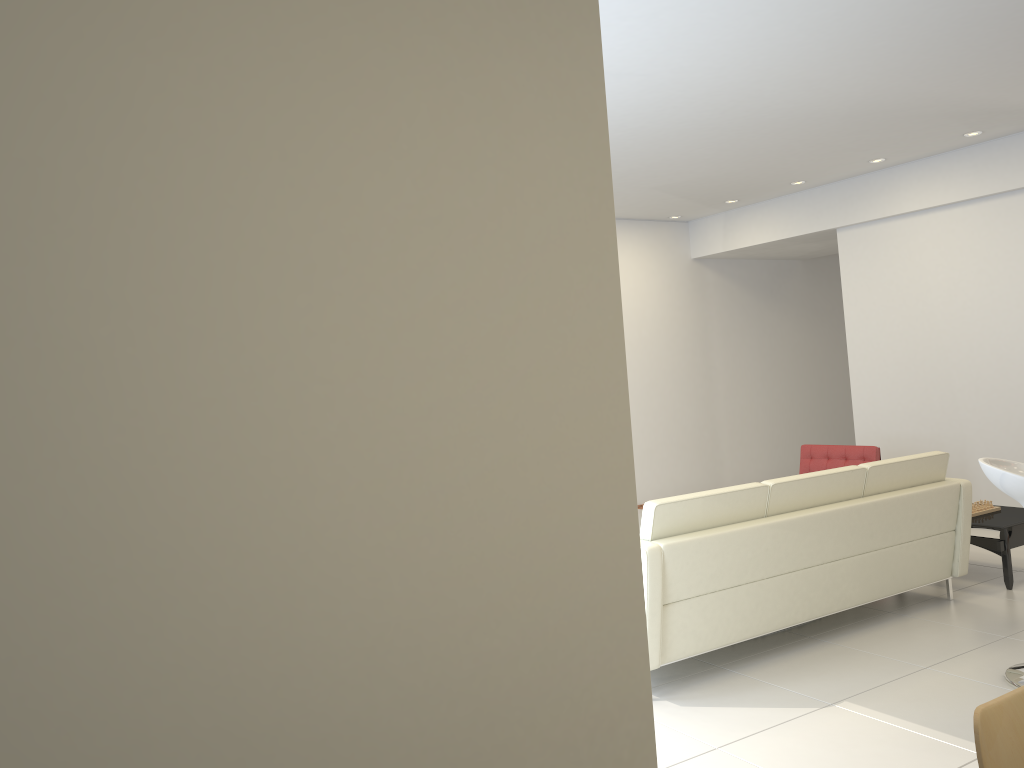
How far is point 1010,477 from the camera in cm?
397

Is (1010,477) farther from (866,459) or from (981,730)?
(866,459)

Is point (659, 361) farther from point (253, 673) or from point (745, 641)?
point (253, 673)

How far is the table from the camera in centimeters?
561cm

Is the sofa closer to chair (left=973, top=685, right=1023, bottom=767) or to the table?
the table

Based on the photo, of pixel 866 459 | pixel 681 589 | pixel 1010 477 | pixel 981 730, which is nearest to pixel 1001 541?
pixel 866 459

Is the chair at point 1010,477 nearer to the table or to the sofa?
the sofa

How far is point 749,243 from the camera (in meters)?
9.34

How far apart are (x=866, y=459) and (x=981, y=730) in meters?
5.8 m

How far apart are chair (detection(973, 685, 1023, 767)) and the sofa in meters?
2.3
